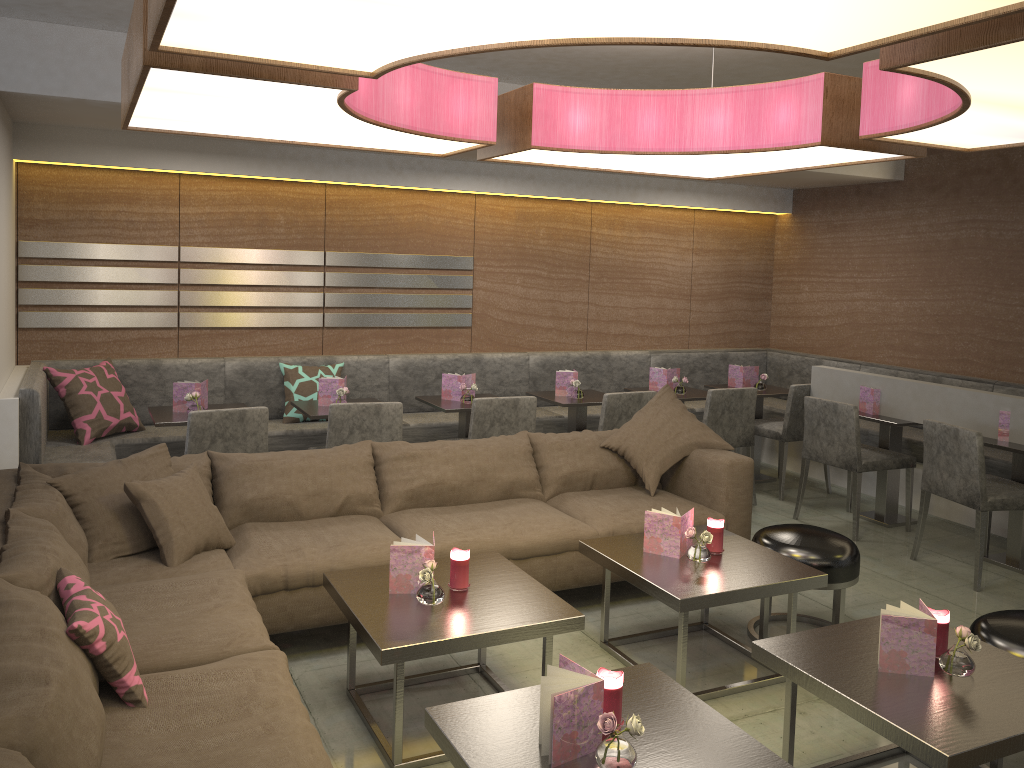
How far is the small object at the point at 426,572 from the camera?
2.8m

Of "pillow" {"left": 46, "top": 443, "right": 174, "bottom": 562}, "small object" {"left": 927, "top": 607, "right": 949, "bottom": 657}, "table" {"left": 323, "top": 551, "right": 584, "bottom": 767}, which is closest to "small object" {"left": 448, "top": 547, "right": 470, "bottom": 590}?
"table" {"left": 323, "top": 551, "right": 584, "bottom": 767}

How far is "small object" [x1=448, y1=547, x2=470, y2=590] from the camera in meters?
3.0

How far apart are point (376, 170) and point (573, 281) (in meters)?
1.75

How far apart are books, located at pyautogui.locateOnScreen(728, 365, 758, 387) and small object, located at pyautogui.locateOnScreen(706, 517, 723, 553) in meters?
3.1 m

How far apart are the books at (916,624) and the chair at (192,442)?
2.9 meters

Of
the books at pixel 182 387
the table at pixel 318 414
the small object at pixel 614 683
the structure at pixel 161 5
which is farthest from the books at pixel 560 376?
the small object at pixel 614 683

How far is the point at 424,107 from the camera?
2.77m

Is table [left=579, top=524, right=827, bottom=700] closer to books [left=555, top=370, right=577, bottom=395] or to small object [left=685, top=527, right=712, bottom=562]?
small object [left=685, top=527, right=712, bottom=562]

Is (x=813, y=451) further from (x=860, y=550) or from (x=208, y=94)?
(x=208, y=94)
